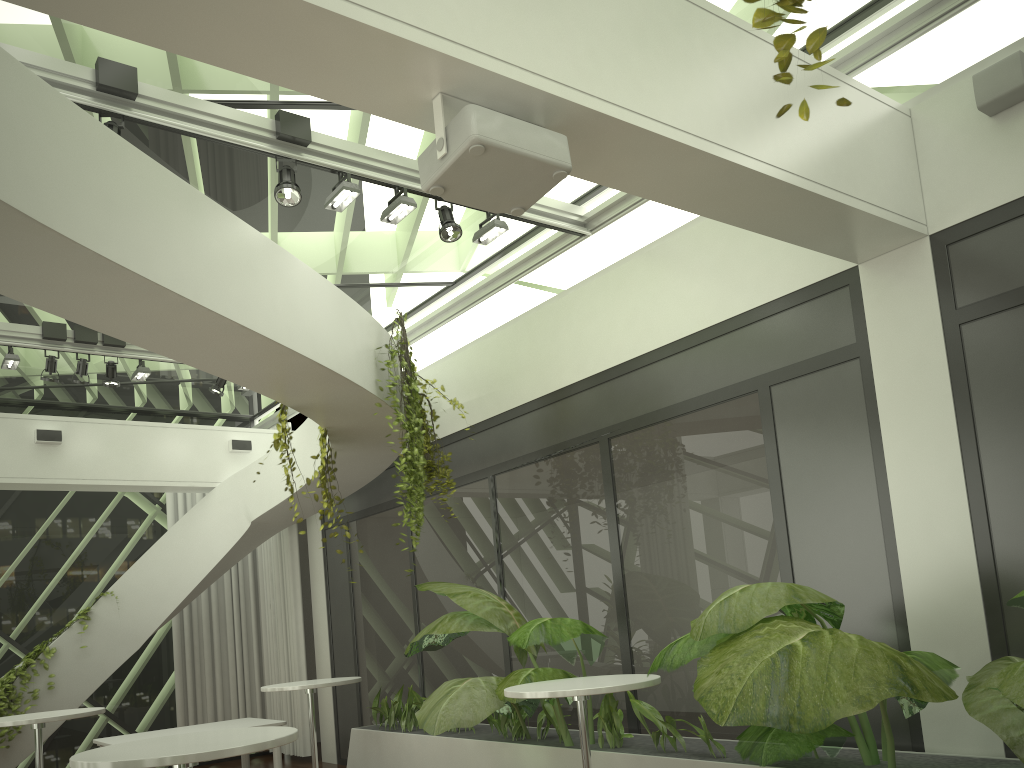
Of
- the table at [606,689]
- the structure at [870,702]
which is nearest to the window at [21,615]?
the structure at [870,702]

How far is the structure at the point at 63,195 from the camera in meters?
3.6 m

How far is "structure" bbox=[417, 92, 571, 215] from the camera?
3.0 meters

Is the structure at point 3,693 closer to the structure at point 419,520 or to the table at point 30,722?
the table at point 30,722

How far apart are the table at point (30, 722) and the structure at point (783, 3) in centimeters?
617cm

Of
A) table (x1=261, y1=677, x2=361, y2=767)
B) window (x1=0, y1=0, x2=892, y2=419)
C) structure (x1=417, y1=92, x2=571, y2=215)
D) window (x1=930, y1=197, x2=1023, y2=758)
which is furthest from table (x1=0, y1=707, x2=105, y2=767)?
window (x1=930, y1=197, x2=1023, y2=758)

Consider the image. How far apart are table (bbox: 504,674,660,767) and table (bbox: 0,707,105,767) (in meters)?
3.33

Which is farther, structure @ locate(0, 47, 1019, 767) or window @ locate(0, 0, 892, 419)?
window @ locate(0, 0, 892, 419)

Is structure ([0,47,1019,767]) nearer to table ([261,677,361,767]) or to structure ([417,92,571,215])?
table ([261,677,361,767])

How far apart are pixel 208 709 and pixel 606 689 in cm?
802
